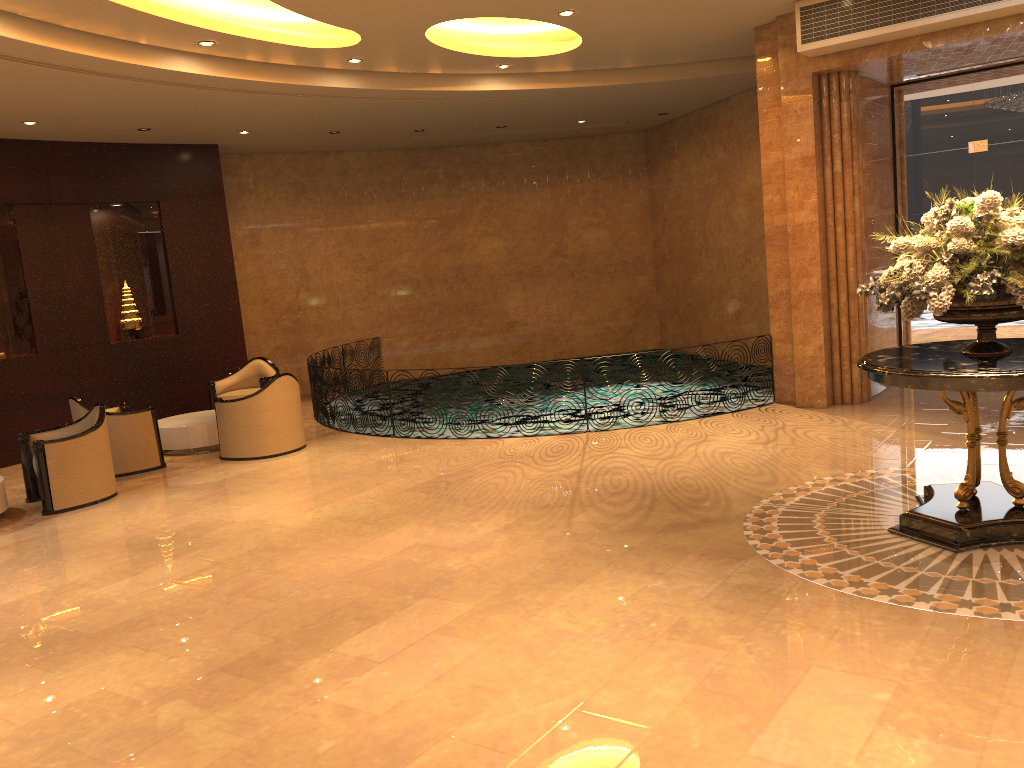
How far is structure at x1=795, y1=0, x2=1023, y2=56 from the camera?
7.93m

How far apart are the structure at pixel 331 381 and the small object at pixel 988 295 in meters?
6.7

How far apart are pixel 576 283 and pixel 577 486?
9.3m

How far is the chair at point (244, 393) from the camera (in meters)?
11.94

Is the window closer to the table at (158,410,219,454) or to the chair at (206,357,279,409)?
the chair at (206,357,279,409)

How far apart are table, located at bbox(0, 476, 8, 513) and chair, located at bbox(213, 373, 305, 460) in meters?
2.3

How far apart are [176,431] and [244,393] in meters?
1.6 m

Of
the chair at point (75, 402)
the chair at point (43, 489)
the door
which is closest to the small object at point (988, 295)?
the door

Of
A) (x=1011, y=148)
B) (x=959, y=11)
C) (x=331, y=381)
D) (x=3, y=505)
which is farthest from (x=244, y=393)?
(x=1011, y=148)

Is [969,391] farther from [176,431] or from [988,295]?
[176,431]
